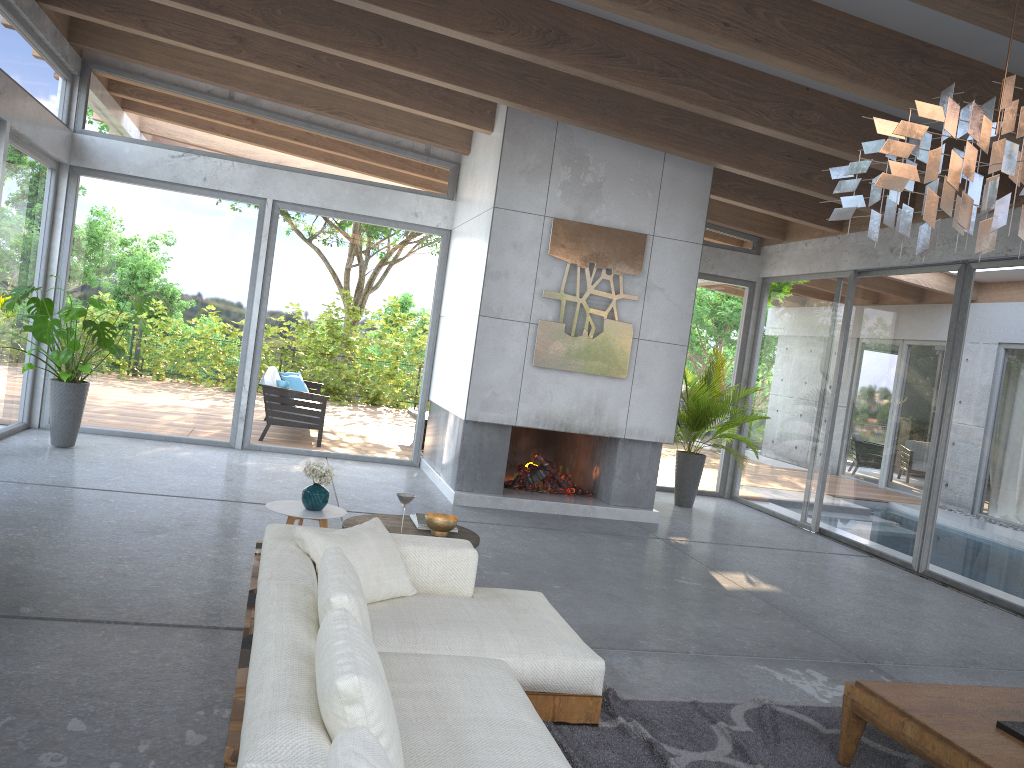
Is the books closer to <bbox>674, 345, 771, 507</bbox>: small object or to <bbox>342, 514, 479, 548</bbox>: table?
<bbox>342, 514, 479, 548</bbox>: table

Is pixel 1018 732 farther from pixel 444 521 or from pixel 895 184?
pixel 444 521

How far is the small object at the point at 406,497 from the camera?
4.4m

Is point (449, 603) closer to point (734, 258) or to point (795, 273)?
point (795, 273)

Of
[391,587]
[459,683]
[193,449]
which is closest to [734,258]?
[193,449]

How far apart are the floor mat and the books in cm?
140

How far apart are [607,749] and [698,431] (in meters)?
6.42

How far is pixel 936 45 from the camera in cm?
545

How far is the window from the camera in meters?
7.5 m

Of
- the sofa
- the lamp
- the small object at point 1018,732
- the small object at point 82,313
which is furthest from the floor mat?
the small object at point 82,313
